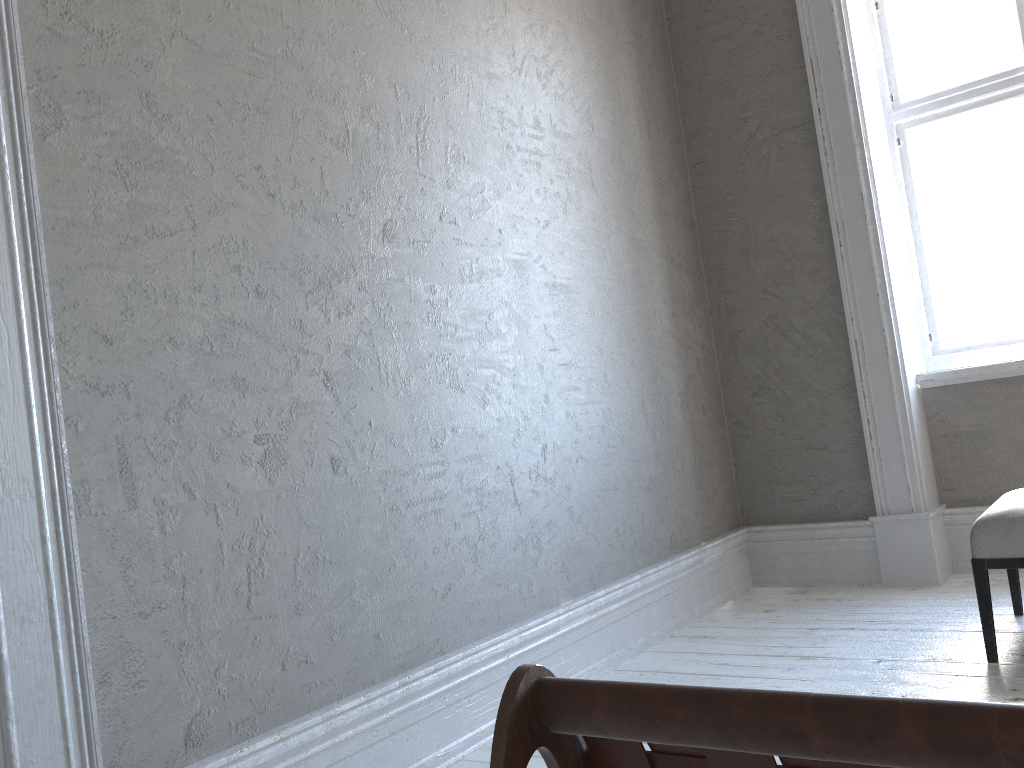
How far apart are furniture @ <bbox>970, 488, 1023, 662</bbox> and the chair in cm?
235

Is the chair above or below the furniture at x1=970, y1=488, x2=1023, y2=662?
above

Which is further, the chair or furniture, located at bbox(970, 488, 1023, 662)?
furniture, located at bbox(970, 488, 1023, 662)

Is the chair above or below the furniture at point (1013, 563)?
above

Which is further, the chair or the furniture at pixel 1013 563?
the furniture at pixel 1013 563

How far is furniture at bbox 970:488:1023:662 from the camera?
2.6m

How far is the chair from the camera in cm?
48

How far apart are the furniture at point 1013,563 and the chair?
2.3m

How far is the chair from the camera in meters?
0.5 m
